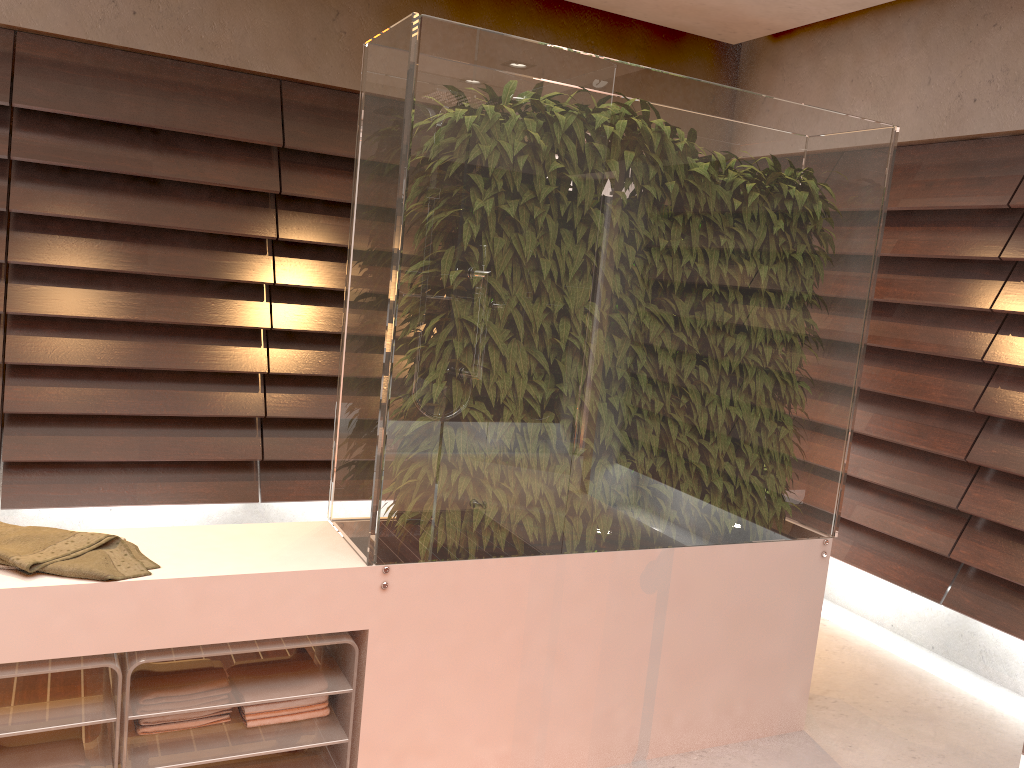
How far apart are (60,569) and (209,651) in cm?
35

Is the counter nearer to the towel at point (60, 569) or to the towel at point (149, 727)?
the towel at point (60, 569)

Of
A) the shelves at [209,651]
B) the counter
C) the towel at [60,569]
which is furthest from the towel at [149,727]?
the towel at [60,569]

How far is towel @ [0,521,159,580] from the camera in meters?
1.8

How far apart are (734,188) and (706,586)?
1.1 meters

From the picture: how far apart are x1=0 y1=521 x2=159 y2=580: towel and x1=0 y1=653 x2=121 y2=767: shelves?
0.18m

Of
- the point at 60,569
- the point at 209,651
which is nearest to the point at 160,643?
the point at 209,651

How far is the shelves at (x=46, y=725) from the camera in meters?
1.8

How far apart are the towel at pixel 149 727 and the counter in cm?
27

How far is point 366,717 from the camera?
2.1 meters
